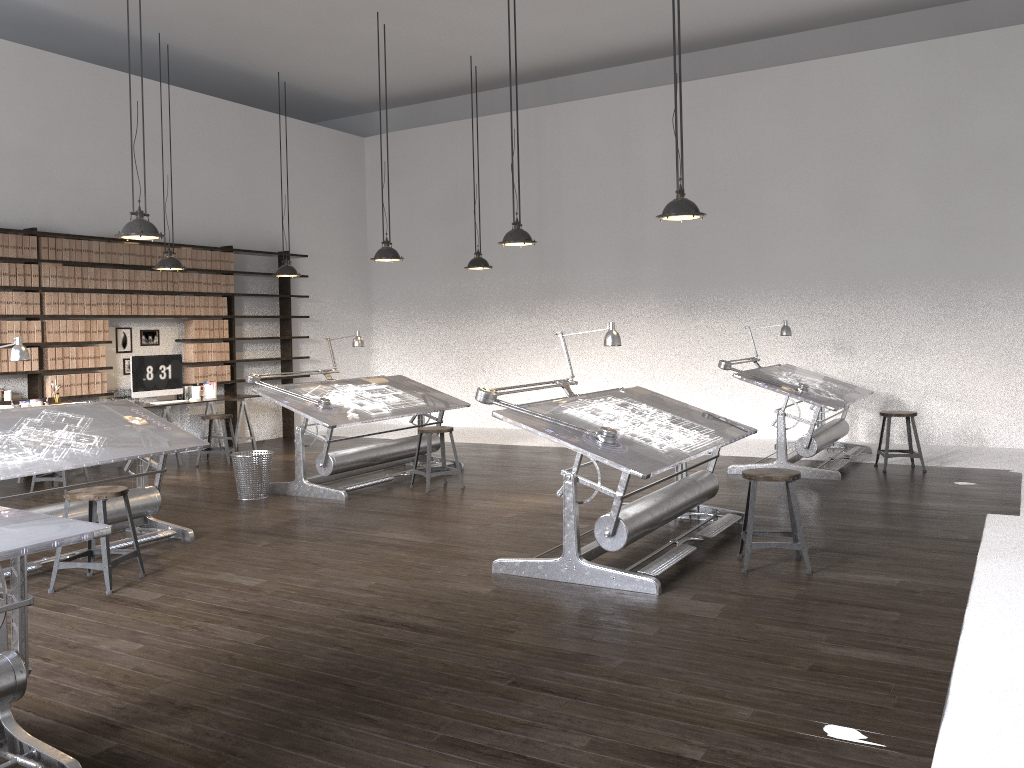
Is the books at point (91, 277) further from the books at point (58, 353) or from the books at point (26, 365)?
the books at point (26, 365)

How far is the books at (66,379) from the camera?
9.0 meters

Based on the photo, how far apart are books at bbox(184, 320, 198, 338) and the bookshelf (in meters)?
0.49

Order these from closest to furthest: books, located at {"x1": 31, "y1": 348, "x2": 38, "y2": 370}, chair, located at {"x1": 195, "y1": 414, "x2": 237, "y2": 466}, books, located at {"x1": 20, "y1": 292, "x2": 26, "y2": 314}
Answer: books, located at {"x1": 20, "y1": 292, "x2": 26, "y2": 314} < books, located at {"x1": 31, "y1": 348, "x2": 38, "y2": 370} < chair, located at {"x1": 195, "y1": 414, "x2": 237, "y2": 466}

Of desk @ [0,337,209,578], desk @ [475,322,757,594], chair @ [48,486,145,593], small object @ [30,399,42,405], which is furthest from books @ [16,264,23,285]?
desk @ [475,322,757,594]

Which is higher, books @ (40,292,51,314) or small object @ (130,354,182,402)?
books @ (40,292,51,314)

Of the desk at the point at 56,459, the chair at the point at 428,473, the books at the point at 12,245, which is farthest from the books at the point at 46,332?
the chair at the point at 428,473

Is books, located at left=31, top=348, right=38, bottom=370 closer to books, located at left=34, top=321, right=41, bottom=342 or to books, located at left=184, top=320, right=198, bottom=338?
books, located at left=34, top=321, right=41, bottom=342

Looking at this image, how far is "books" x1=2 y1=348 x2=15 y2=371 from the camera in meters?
8.5

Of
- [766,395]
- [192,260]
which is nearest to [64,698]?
[192,260]
